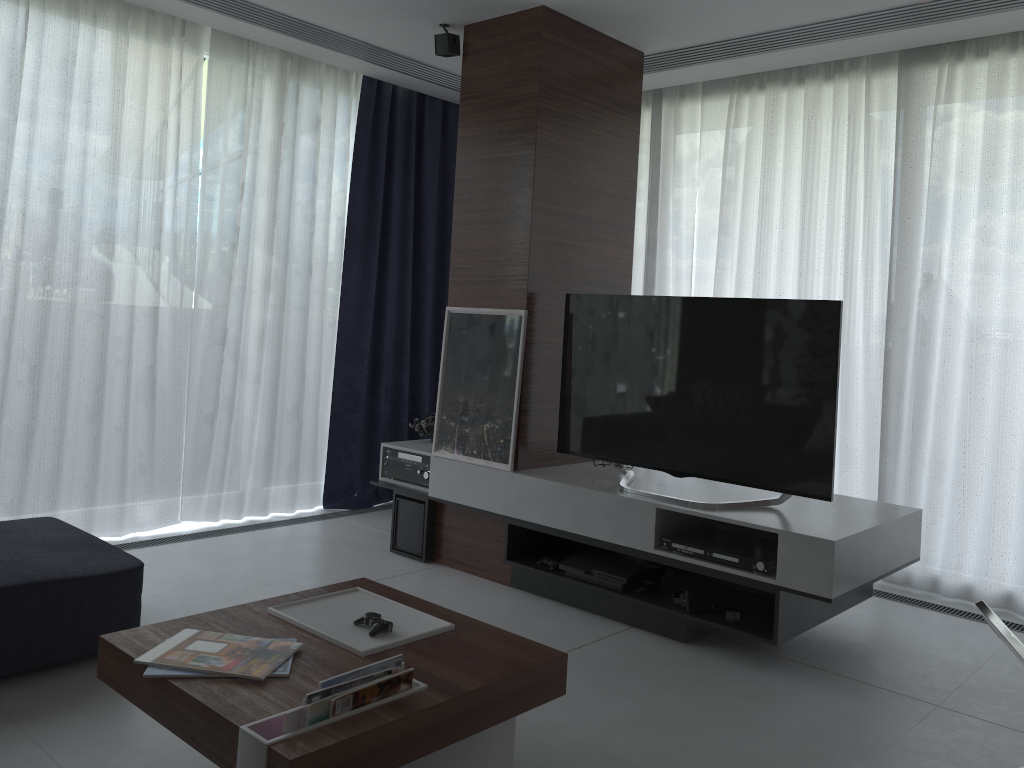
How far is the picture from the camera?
3.9 meters

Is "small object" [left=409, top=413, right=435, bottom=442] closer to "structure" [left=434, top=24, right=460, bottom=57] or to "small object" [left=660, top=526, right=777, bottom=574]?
"small object" [left=660, top=526, right=777, bottom=574]

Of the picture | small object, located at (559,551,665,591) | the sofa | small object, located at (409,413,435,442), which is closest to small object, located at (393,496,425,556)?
the picture

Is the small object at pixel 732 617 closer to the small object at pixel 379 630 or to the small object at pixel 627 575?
the small object at pixel 627 575

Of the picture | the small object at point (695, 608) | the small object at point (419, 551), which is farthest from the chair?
the small object at point (419, 551)

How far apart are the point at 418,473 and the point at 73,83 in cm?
235

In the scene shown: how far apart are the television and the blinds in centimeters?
115cm

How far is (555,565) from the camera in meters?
3.7

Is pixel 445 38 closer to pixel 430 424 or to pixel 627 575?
pixel 430 424

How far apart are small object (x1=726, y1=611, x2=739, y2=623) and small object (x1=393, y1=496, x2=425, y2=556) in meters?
1.6
